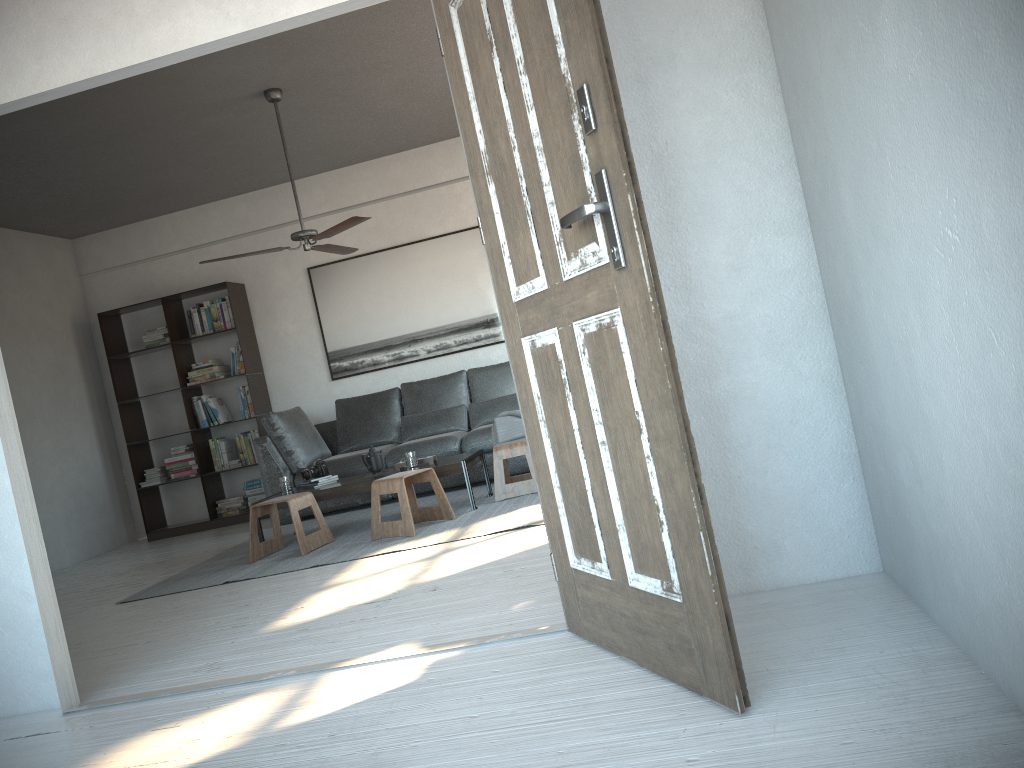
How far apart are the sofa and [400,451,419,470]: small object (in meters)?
1.07

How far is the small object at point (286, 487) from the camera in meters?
5.9

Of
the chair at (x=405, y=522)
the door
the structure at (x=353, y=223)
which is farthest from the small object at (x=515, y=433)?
the door

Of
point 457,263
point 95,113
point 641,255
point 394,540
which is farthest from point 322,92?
point 641,255

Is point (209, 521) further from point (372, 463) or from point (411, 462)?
point (411, 462)

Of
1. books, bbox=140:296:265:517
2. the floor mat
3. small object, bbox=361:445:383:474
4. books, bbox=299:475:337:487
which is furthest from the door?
books, bbox=140:296:265:517

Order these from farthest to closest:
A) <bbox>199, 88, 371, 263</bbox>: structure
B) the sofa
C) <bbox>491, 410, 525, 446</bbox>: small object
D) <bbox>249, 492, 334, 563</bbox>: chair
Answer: the sofa
<bbox>491, 410, 525, 446</bbox>: small object
<bbox>199, 88, 371, 263</bbox>: structure
<bbox>249, 492, 334, 563</bbox>: chair

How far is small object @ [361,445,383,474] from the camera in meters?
5.9 m

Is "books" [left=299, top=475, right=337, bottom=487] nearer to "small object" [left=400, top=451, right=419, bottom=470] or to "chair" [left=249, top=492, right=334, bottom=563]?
"chair" [left=249, top=492, right=334, bottom=563]

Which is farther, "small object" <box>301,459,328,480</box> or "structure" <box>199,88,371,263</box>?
"small object" <box>301,459,328,480</box>
